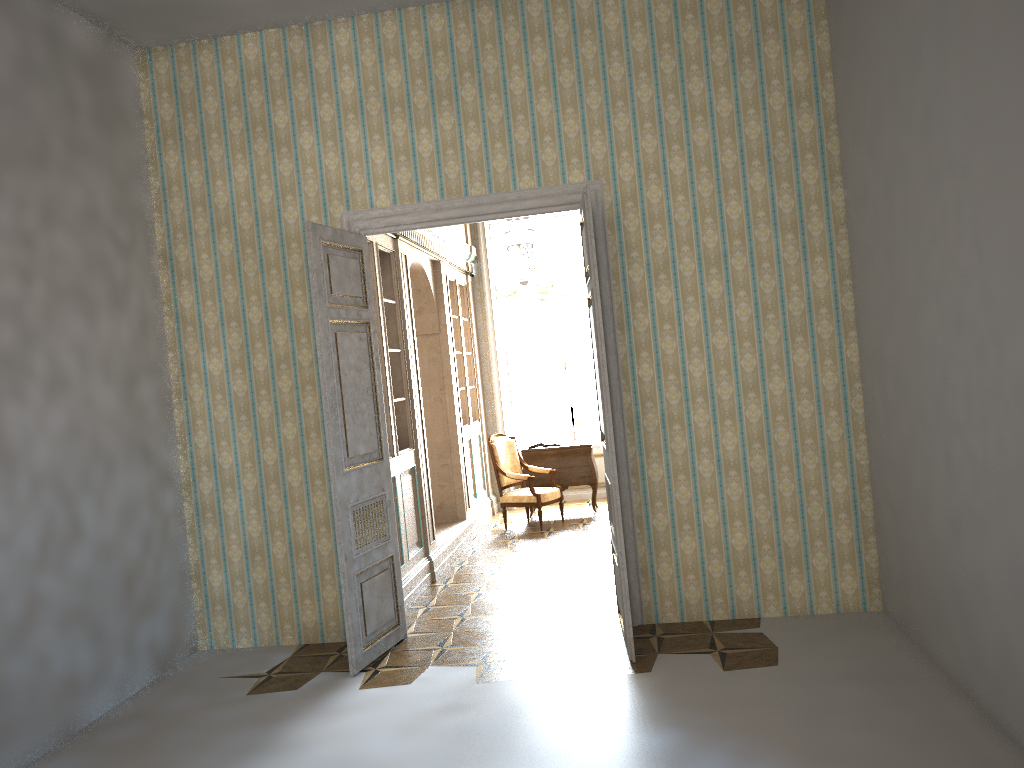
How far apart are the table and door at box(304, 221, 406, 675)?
4.4m

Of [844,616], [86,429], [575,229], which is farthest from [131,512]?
[575,229]

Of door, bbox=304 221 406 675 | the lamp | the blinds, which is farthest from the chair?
door, bbox=304 221 406 675

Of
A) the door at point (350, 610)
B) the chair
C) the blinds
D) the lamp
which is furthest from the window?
the door at point (350, 610)

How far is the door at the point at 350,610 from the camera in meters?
5.2

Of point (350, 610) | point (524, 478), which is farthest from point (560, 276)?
point (350, 610)

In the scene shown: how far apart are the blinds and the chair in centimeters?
197cm

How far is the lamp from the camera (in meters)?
7.87

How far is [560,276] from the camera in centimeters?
1095cm

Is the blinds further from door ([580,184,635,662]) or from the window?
door ([580,184,635,662])
